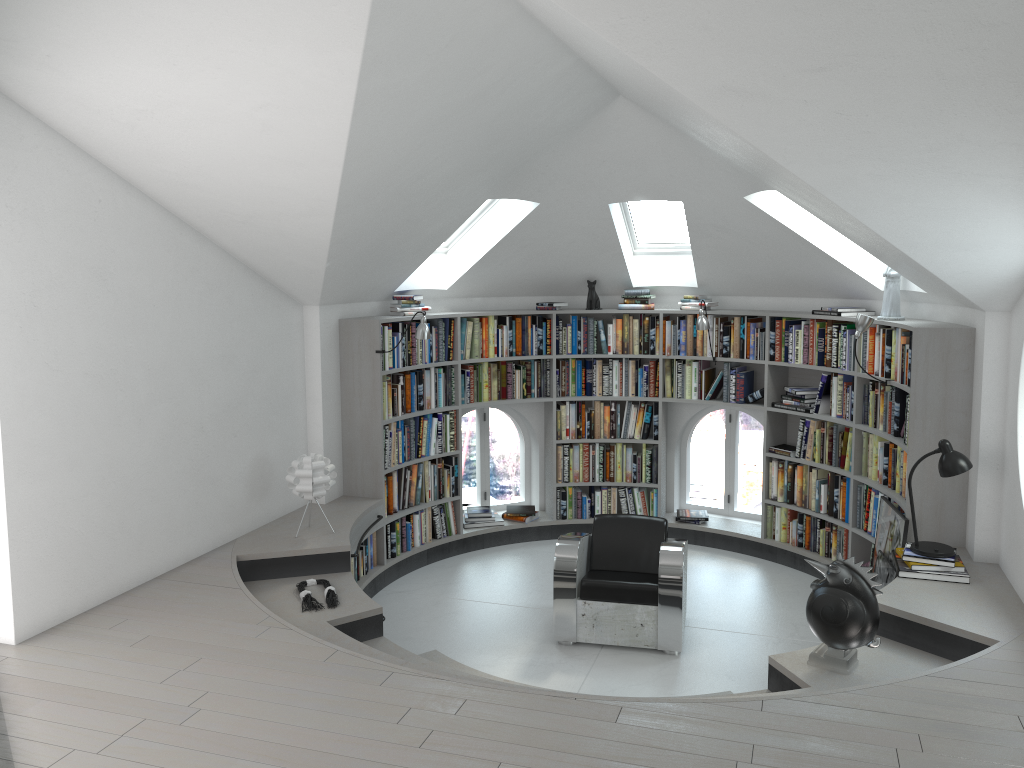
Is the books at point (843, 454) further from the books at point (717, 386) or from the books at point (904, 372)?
the books at point (717, 386)

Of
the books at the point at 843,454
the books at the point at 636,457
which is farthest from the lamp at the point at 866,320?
the books at the point at 636,457

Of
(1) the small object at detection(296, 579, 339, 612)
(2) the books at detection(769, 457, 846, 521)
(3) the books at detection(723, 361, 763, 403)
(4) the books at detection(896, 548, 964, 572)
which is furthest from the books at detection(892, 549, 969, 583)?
(1) the small object at detection(296, 579, 339, 612)

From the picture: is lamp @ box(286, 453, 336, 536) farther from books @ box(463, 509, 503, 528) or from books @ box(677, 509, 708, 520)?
books @ box(677, 509, 708, 520)

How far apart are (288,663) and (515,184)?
3.68m

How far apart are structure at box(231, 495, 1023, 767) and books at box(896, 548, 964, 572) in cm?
10

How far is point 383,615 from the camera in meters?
6.3

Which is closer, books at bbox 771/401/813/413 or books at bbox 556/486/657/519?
books at bbox 771/401/813/413

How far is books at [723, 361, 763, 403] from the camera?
7.4m

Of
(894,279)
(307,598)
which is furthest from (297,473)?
(894,279)
